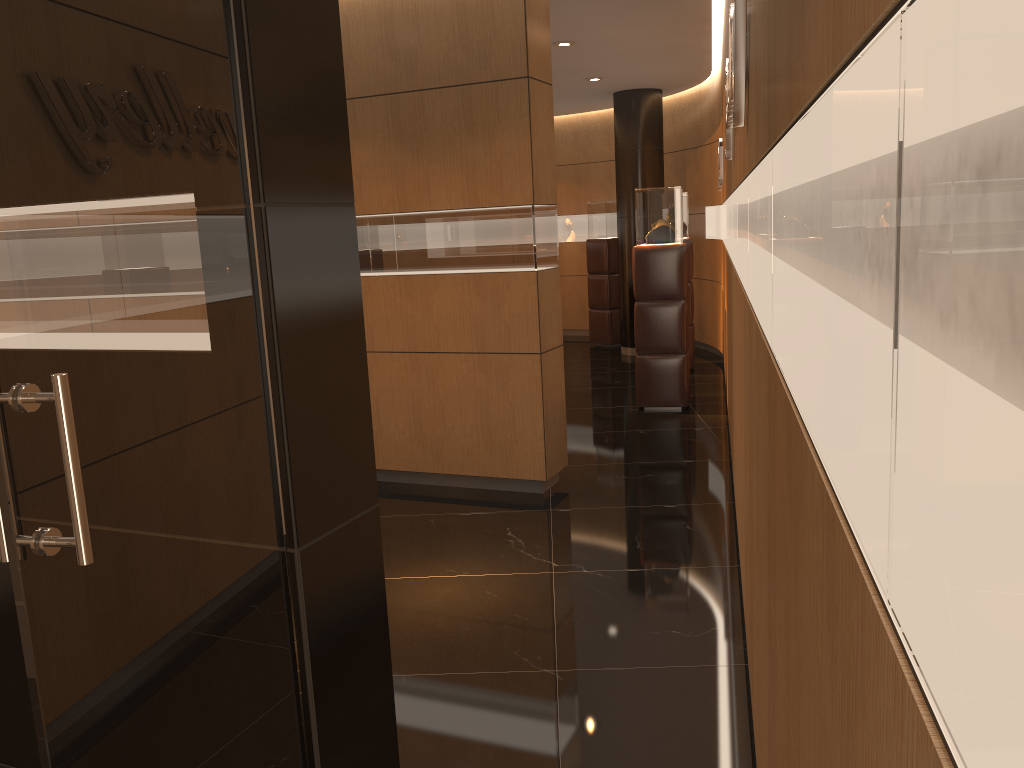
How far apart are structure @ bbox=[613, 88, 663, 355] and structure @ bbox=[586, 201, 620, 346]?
0.7 meters

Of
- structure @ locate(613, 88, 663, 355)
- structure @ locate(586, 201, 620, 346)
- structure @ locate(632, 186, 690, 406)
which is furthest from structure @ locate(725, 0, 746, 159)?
structure @ locate(586, 201, 620, 346)

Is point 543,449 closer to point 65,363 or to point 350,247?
point 350,247

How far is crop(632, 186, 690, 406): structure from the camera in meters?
7.8 m

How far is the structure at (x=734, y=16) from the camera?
2.5m

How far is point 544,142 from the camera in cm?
553

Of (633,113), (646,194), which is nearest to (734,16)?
(646,194)

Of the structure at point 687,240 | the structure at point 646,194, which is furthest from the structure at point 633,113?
the structure at point 646,194

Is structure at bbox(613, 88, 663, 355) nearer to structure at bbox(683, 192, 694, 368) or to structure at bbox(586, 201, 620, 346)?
structure at bbox(586, 201, 620, 346)

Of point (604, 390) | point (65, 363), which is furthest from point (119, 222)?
point (604, 390)
